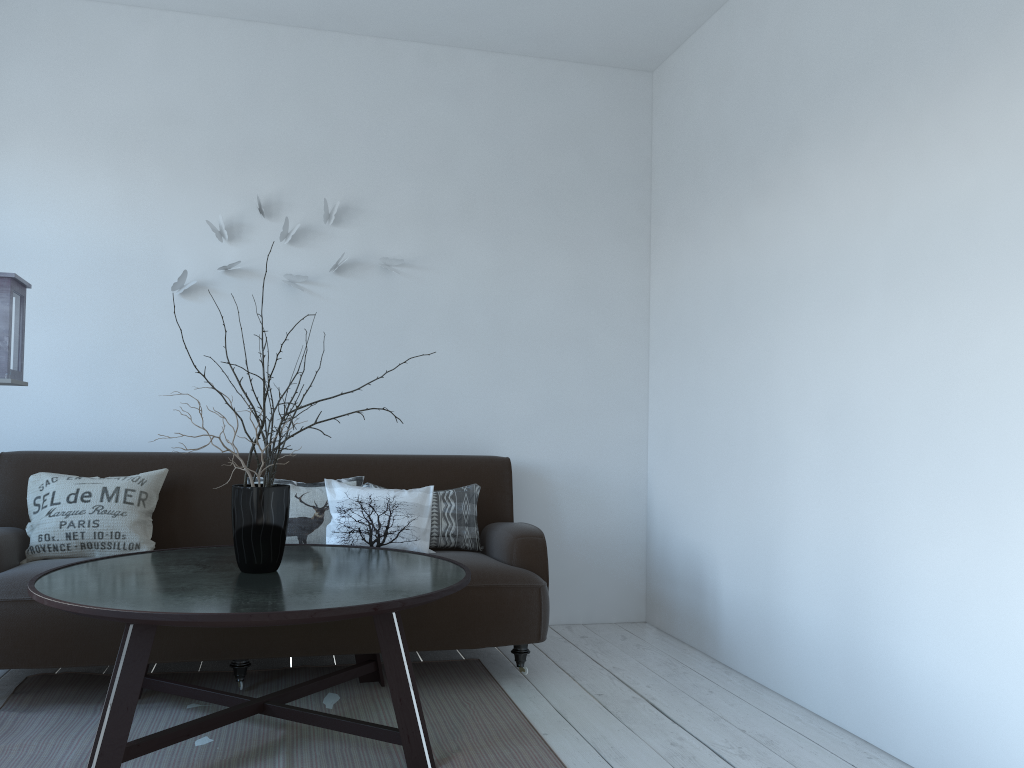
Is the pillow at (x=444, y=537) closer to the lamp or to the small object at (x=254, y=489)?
the small object at (x=254, y=489)

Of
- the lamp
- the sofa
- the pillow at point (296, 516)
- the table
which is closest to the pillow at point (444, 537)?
the sofa

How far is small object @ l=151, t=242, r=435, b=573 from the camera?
2.71m

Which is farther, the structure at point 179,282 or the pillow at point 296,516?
the structure at point 179,282

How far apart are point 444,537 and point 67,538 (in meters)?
1.45

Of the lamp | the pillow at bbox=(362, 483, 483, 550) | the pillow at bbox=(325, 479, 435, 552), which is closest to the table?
the pillow at bbox=(325, 479, 435, 552)

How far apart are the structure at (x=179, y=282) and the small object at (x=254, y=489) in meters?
1.4 m

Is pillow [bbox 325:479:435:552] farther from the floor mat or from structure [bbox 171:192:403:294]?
structure [bbox 171:192:403:294]

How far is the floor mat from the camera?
2.53m

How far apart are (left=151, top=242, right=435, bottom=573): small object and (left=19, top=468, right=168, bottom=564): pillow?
0.86m
